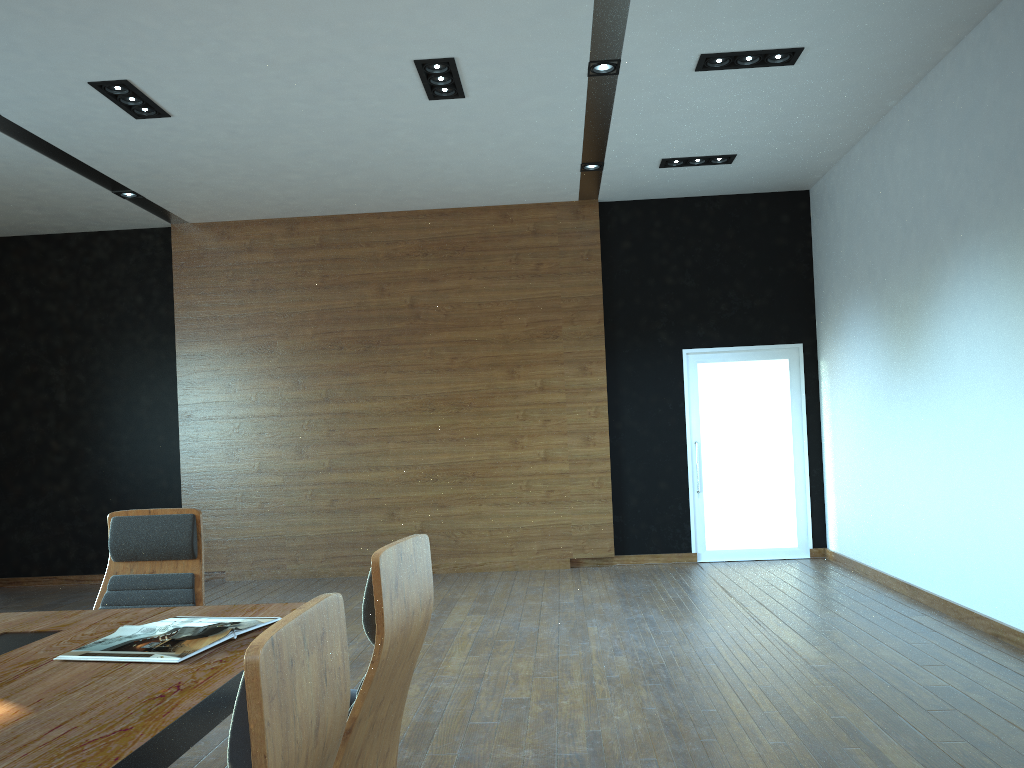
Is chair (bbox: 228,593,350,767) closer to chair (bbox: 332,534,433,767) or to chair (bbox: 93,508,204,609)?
chair (bbox: 332,534,433,767)

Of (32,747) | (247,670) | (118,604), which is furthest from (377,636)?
(118,604)

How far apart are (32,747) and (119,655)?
0.7 meters

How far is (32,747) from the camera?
1.7 meters

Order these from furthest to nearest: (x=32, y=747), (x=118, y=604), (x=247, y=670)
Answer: (x=118, y=604), (x=32, y=747), (x=247, y=670)

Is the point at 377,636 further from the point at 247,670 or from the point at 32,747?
the point at 247,670

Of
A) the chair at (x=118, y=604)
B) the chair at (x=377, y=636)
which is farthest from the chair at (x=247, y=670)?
the chair at (x=118, y=604)

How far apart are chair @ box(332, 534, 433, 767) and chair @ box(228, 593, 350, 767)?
0.5 meters

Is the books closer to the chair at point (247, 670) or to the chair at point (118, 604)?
the chair at point (118, 604)

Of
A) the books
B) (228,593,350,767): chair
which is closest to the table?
the books
